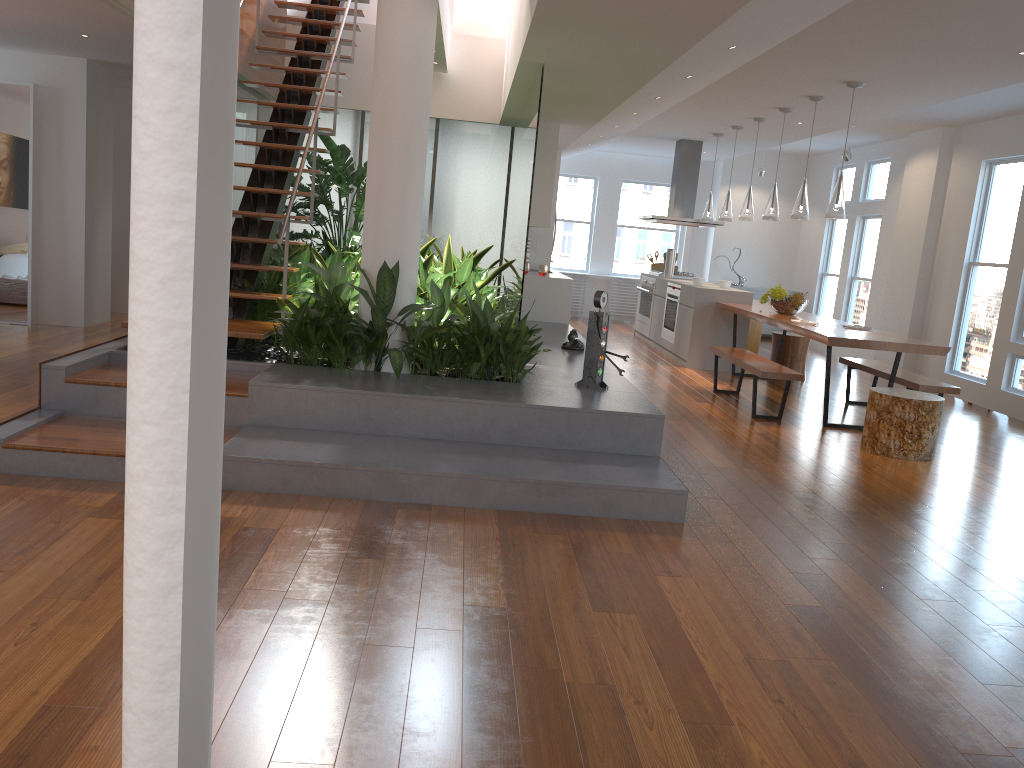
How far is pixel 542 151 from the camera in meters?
8.5 m

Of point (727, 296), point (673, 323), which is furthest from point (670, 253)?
point (727, 296)

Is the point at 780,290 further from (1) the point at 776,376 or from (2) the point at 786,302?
(1) the point at 776,376

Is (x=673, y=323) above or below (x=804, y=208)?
below

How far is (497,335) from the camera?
4.92m

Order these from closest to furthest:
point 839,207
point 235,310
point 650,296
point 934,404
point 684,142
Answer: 1. point 235,310
2. point 934,404
3. point 839,207
4. point 684,142
5. point 650,296

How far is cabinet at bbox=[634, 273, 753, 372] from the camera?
9.03m

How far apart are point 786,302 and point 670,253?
3.0m

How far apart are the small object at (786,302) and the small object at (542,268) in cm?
221

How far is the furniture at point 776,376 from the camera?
6.5 meters
